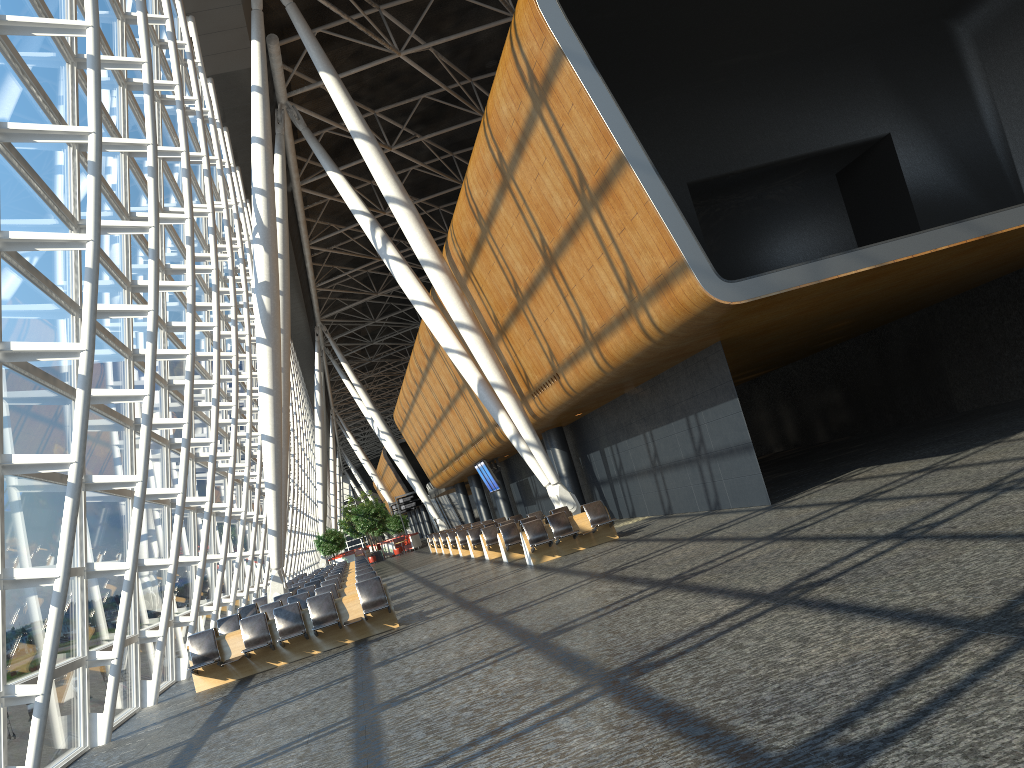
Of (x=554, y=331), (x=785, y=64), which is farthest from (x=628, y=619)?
(x=785, y=64)

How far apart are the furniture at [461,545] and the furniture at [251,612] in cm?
952

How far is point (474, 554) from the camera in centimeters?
2644cm

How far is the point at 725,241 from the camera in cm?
2096

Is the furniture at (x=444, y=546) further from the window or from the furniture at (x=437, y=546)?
the window

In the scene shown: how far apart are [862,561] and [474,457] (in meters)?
26.45

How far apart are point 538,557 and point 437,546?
20.79m

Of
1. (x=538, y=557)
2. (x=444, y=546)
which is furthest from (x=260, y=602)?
(x=444, y=546)

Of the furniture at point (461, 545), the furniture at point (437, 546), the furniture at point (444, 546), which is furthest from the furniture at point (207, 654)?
the furniture at point (437, 546)

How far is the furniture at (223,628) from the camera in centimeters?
1634cm
